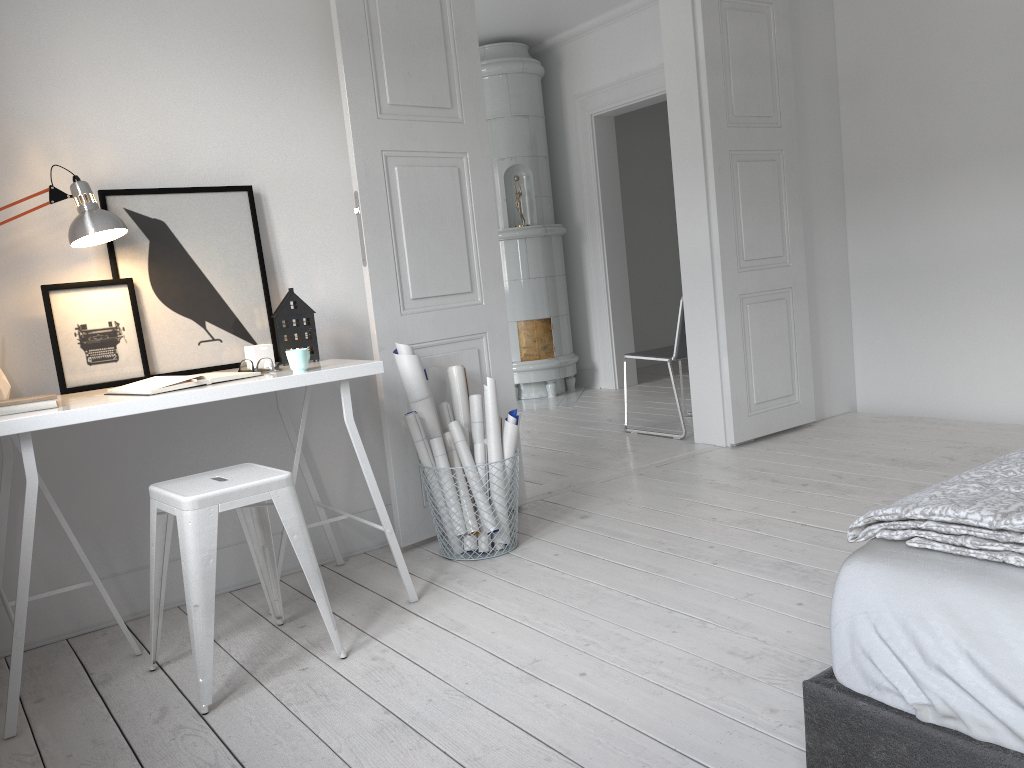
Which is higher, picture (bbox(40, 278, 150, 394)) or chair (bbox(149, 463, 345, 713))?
picture (bbox(40, 278, 150, 394))

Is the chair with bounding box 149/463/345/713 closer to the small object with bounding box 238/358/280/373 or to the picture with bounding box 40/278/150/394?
the small object with bounding box 238/358/280/373

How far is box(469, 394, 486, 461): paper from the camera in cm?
334

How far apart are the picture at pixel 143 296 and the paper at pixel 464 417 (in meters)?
0.69

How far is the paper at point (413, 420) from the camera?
3.15m

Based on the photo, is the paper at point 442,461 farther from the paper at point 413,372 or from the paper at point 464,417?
the paper at point 464,417

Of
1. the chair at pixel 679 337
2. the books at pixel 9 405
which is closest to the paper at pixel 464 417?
the books at pixel 9 405

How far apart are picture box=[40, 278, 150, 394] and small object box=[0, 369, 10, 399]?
0.1 meters

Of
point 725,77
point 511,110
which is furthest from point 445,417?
point 511,110

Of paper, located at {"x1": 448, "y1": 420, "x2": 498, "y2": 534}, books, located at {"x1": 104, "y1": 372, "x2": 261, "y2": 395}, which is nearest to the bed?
books, located at {"x1": 104, "y1": 372, "x2": 261, "y2": 395}
